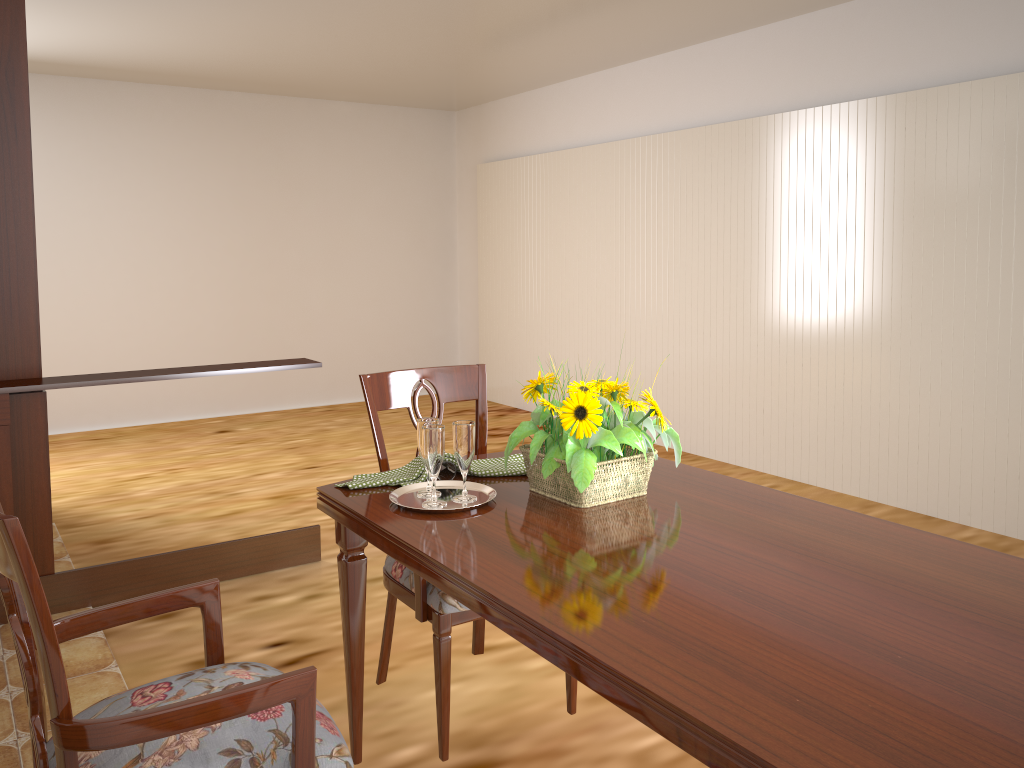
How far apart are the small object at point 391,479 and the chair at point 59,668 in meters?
0.4 m

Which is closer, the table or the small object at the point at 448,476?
the table

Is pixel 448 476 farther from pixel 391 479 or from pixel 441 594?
pixel 441 594

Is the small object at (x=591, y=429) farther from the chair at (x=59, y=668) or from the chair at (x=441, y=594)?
the chair at (x=59, y=668)

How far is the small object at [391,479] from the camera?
1.8m

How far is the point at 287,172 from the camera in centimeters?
682cm

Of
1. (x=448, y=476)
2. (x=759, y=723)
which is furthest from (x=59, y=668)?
(x=448, y=476)

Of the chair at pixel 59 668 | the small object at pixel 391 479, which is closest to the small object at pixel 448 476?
the small object at pixel 391 479

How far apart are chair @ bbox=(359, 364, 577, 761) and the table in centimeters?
12cm

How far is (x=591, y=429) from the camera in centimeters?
156cm
